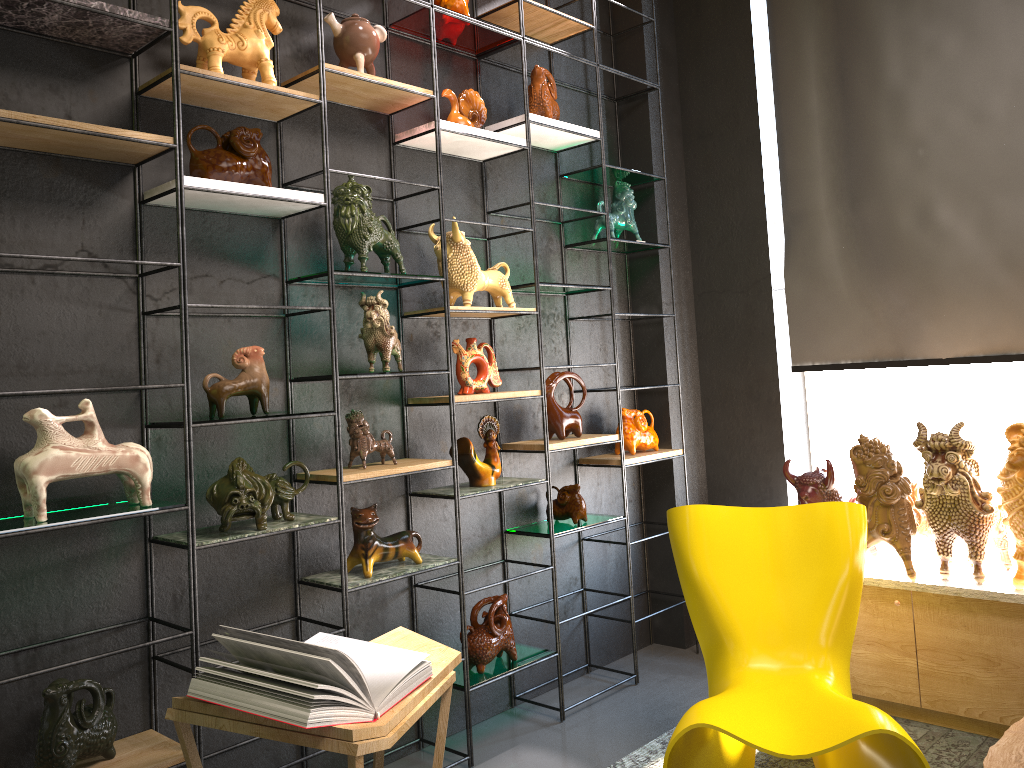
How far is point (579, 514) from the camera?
3.76m

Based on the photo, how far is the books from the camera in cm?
206

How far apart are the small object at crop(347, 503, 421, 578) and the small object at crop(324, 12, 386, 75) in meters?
1.5 m

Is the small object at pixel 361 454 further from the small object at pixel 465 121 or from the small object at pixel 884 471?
the small object at pixel 884 471

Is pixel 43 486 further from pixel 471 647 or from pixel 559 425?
pixel 559 425

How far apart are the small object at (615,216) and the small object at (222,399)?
1.9m

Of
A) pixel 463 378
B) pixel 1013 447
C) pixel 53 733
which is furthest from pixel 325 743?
pixel 1013 447

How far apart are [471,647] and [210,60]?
2.2m

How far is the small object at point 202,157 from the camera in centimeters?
261cm

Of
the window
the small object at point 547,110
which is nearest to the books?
the small object at point 547,110
